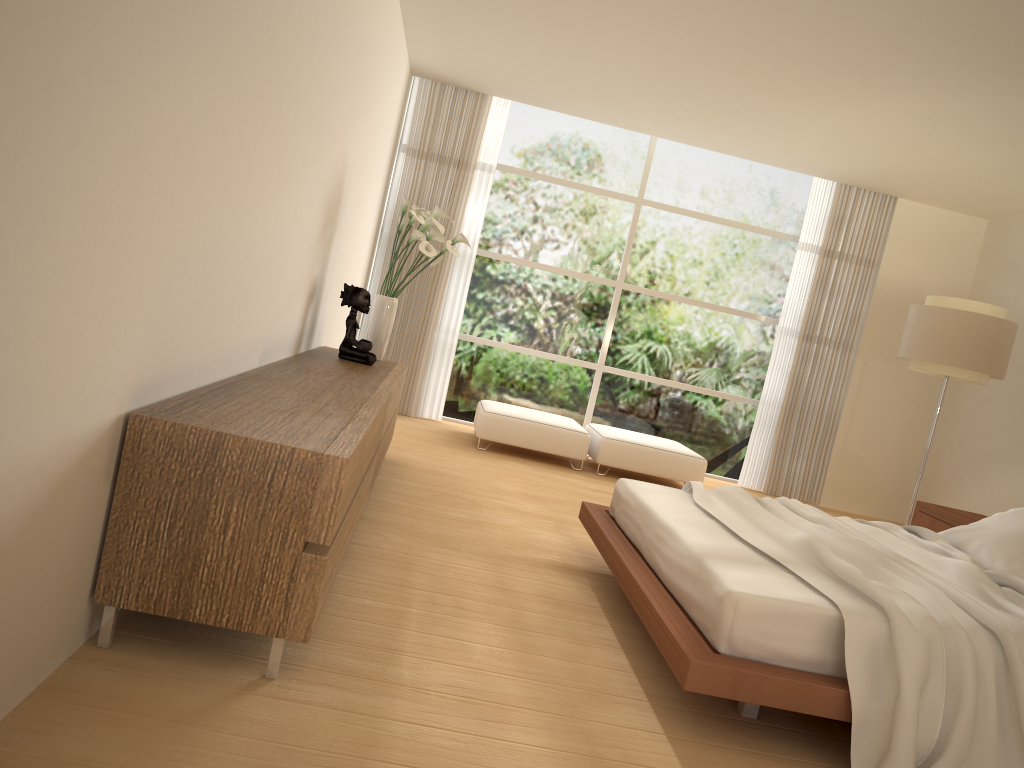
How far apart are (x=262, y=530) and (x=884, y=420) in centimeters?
770cm

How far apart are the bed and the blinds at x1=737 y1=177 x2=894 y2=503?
3.9m

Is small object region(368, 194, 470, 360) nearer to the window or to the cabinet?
the cabinet

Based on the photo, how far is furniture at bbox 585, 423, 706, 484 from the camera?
7.5m

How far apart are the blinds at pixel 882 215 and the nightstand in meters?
2.7

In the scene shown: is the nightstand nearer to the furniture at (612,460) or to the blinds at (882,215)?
the furniture at (612,460)

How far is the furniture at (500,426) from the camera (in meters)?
7.39

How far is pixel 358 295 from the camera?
5.3m

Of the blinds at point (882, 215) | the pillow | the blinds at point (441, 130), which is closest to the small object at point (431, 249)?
the blinds at point (441, 130)

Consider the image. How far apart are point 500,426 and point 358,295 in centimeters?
243cm
